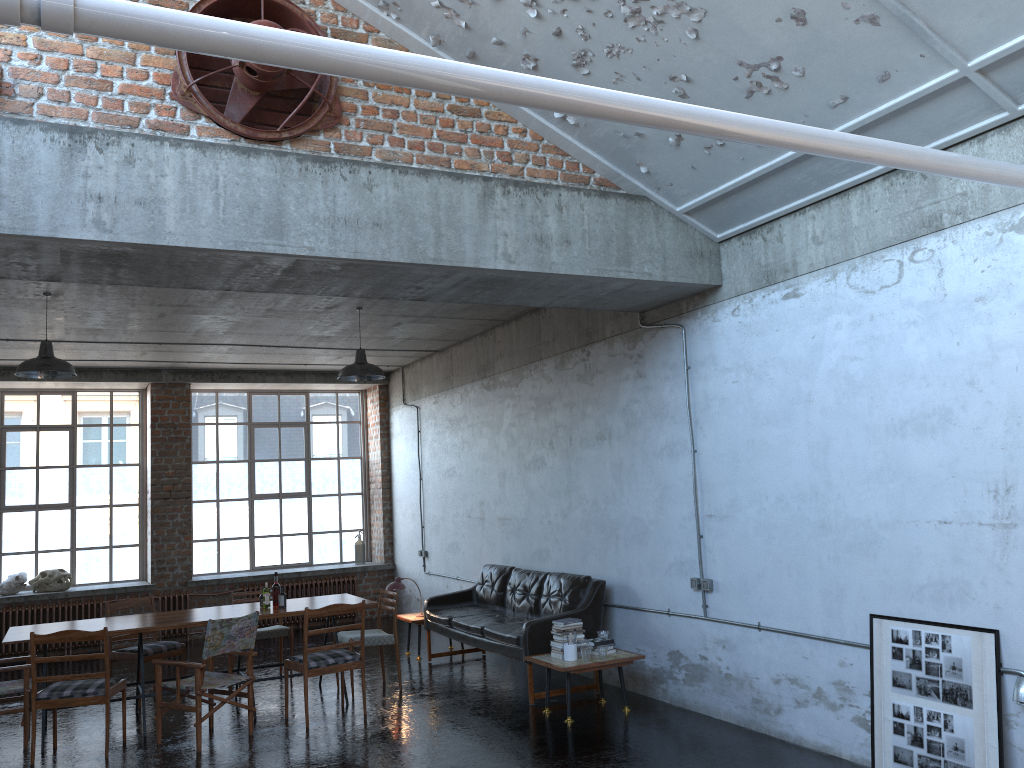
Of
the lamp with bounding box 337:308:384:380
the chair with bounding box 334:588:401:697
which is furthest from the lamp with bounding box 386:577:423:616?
the lamp with bounding box 337:308:384:380

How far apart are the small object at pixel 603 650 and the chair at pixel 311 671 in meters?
2.1 m

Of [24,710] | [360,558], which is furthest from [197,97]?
[360,558]

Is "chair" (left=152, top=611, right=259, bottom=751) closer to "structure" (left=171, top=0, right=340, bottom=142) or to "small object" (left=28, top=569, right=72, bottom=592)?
"structure" (left=171, top=0, right=340, bottom=142)

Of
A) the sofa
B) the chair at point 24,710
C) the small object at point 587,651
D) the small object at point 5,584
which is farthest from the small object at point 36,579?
the small object at point 587,651

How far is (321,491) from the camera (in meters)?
14.58

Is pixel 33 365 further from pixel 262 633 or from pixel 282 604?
pixel 262 633

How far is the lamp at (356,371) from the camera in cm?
913

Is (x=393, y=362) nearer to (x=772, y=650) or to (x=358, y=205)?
(x=358, y=205)

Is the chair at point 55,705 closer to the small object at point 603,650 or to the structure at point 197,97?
the small object at point 603,650
